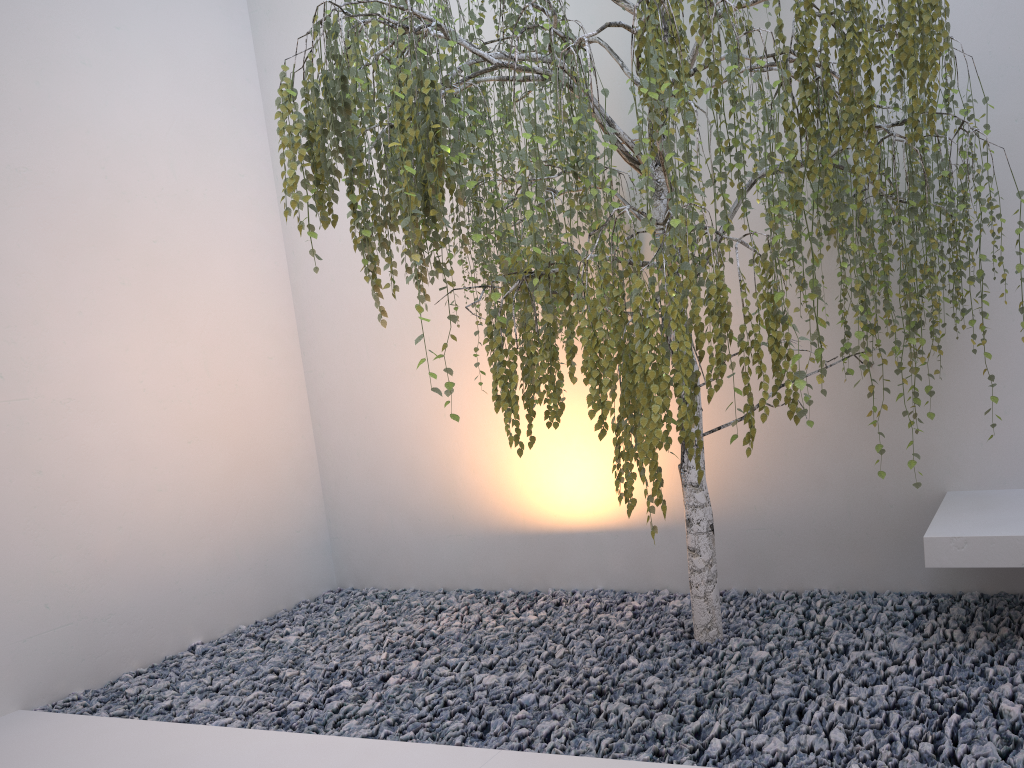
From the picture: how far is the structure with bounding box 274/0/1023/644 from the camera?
1.93m

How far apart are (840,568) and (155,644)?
2.9m

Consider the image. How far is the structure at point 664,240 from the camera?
1.9m

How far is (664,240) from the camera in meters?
1.9

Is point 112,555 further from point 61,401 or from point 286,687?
point 286,687
